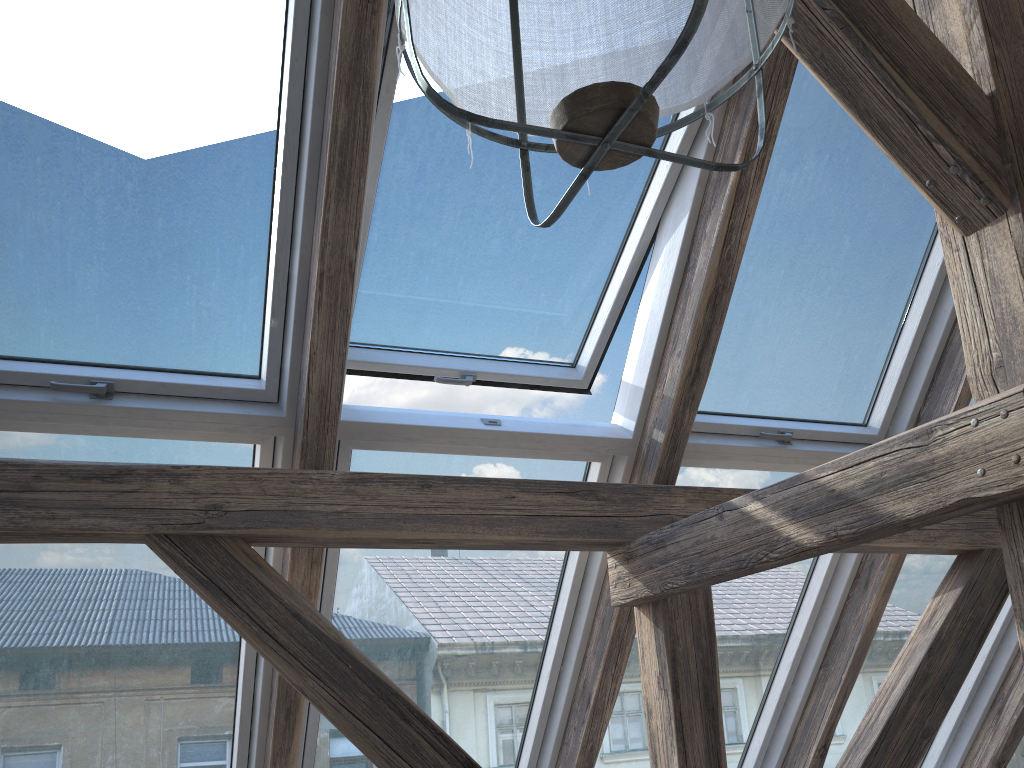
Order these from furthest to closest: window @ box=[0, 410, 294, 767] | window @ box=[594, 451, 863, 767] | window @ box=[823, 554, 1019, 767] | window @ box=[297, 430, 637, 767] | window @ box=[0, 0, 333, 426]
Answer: window @ box=[823, 554, 1019, 767]
window @ box=[594, 451, 863, 767]
window @ box=[297, 430, 637, 767]
window @ box=[0, 410, 294, 767]
window @ box=[0, 0, 333, 426]

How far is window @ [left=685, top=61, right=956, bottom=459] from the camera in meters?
2.4 m

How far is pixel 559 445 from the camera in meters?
2.3

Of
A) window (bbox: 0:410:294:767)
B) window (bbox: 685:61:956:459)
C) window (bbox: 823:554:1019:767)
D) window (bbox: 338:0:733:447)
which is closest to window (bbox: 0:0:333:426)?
window (bbox: 0:410:294:767)

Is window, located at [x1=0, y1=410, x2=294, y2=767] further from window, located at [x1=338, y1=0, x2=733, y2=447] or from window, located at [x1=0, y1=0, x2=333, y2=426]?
window, located at [x1=338, y1=0, x2=733, y2=447]

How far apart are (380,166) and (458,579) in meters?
1.2 m

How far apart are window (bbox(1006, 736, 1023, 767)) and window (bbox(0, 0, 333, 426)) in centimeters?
347cm

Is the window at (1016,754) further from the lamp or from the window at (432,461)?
the lamp

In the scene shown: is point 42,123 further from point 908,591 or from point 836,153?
point 908,591

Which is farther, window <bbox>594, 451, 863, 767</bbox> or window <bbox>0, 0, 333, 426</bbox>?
window <bbox>594, 451, 863, 767</bbox>
